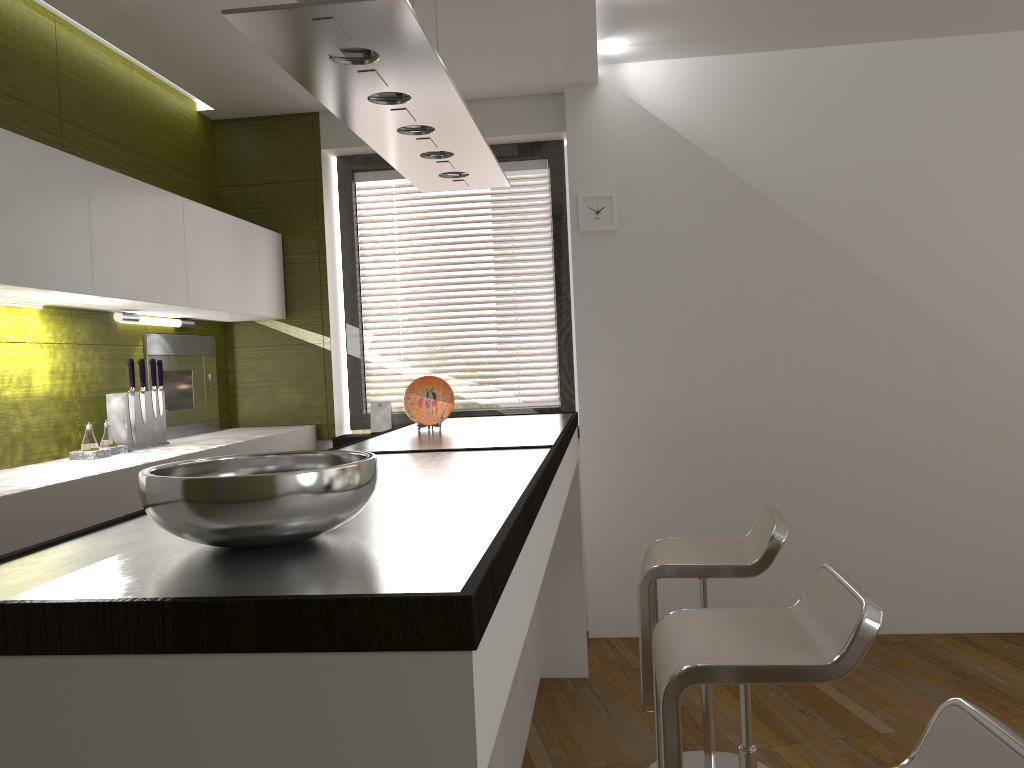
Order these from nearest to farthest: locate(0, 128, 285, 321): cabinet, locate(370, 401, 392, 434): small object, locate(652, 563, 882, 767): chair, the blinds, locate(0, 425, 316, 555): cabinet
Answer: locate(652, 563, 882, 767): chair < locate(0, 425, 316, 555): cabinet < locate(0, 128, 285, 321): cabinet < locate(370, 401, 392, 434): small object < the blinds

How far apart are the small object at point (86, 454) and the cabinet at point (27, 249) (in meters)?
0.52

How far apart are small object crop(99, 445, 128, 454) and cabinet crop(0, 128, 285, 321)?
A: 0.5m

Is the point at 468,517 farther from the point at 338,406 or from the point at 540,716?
the point at 338,406

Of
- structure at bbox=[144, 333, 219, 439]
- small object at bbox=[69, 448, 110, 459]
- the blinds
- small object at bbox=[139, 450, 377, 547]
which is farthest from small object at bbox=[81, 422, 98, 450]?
small object at bbox=[139, 450, 377, 547]

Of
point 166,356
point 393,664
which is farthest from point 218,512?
point 166,356

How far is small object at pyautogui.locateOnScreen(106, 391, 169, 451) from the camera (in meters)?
3.34

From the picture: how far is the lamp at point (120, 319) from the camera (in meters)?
3.45

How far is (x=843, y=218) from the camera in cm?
413

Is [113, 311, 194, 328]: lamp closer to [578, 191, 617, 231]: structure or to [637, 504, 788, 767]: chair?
[578, 191, 617, 231]: structure
